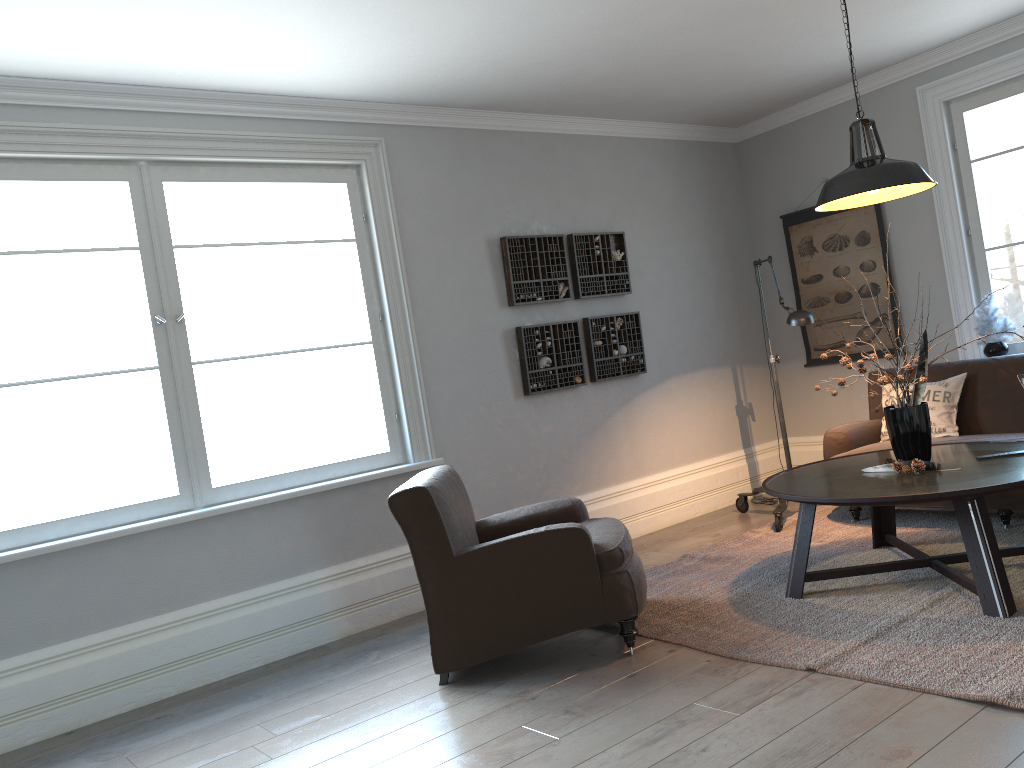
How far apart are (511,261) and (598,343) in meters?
0.8

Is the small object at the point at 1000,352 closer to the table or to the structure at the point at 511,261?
the table

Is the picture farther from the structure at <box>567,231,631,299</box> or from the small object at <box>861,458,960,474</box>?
the small object at <box>861,458,960,474</box>

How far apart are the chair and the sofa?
1.86m

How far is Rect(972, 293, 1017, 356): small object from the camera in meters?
5.4 m

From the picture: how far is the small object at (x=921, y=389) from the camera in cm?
376

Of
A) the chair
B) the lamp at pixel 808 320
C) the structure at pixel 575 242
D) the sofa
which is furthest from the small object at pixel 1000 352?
the chair

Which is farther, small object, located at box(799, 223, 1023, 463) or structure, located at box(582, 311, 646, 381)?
structure, located at box(582, 311, 646, 381)

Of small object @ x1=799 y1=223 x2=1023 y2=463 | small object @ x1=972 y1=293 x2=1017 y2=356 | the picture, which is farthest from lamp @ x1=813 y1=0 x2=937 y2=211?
the picture

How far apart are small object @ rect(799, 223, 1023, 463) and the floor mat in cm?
52
